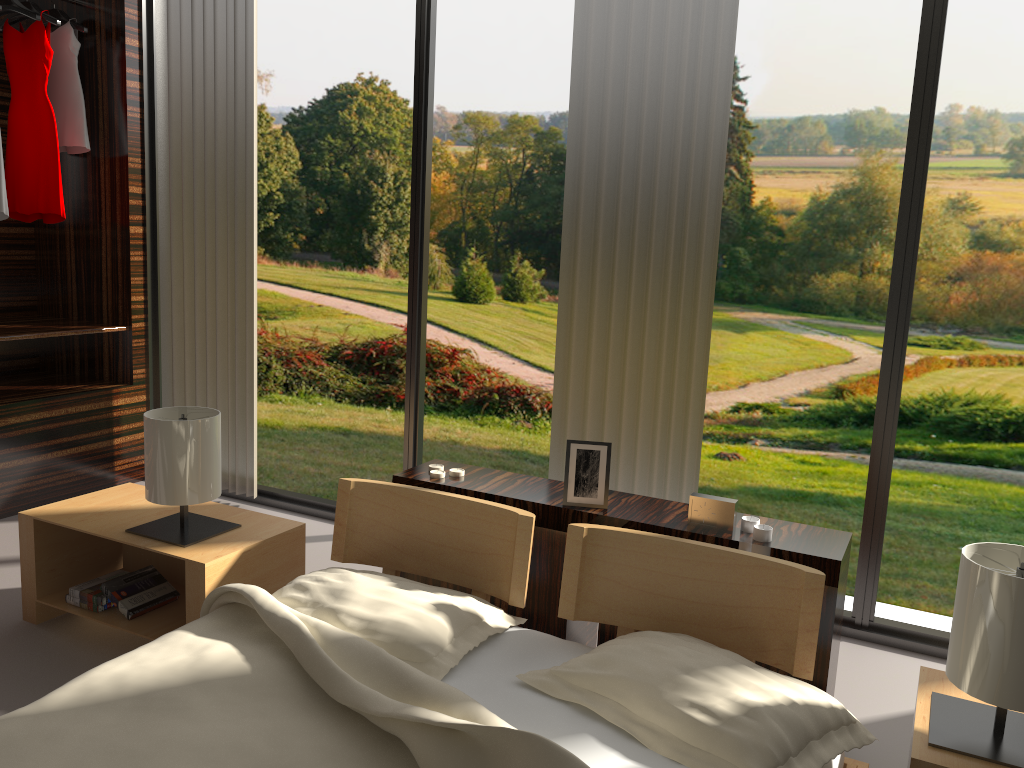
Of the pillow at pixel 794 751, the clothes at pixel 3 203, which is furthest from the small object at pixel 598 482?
the clothes at pixel 3 203

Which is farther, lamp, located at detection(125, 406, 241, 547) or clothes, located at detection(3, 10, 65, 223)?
clothes, located at detection(3, 10, 65, 223)

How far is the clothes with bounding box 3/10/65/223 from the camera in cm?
354

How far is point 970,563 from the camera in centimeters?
151cm

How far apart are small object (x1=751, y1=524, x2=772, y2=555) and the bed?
0.2 meters

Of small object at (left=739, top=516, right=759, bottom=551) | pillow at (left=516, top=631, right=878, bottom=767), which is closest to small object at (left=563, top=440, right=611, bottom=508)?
small object at (left=739, top=516, right=759, bottom=551)

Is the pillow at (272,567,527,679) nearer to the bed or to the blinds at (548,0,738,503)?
the bed

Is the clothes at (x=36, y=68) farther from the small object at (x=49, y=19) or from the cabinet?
the cabinet

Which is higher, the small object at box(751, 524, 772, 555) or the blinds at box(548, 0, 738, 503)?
the blinds at box(548, 0, 738, 503)

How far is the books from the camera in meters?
2.4
